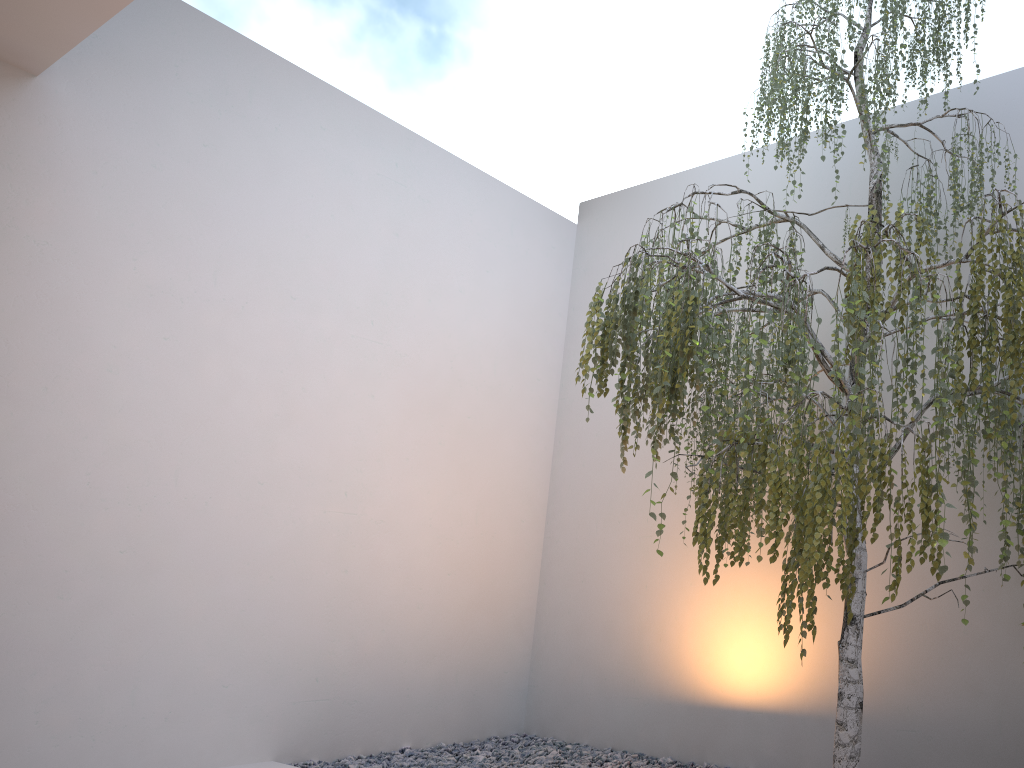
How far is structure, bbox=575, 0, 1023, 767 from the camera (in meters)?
2.26

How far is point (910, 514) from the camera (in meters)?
2.26

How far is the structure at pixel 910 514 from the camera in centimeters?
226cm

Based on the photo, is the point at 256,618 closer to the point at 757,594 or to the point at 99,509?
the point at 99,509
